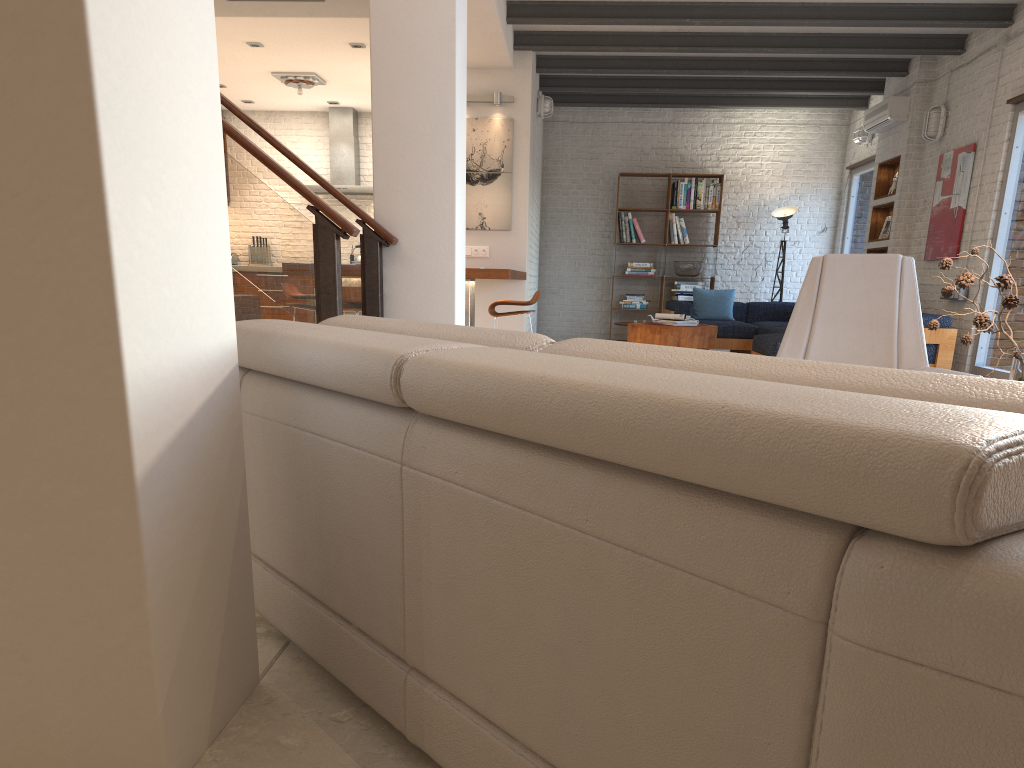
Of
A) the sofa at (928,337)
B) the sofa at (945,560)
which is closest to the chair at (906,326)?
the sofa at (945,560)

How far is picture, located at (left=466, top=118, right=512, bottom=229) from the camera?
8.9 meters

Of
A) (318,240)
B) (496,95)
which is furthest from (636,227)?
(318,240)

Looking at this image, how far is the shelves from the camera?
9.6m

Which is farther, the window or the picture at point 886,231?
the picture at point 886,231

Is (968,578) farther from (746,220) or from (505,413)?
(746,220)

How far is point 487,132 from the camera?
8.91m

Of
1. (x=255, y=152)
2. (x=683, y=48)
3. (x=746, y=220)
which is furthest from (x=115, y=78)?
(x=746, y=220)

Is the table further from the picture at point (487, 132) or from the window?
the window

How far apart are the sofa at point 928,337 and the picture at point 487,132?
2.6 meters
